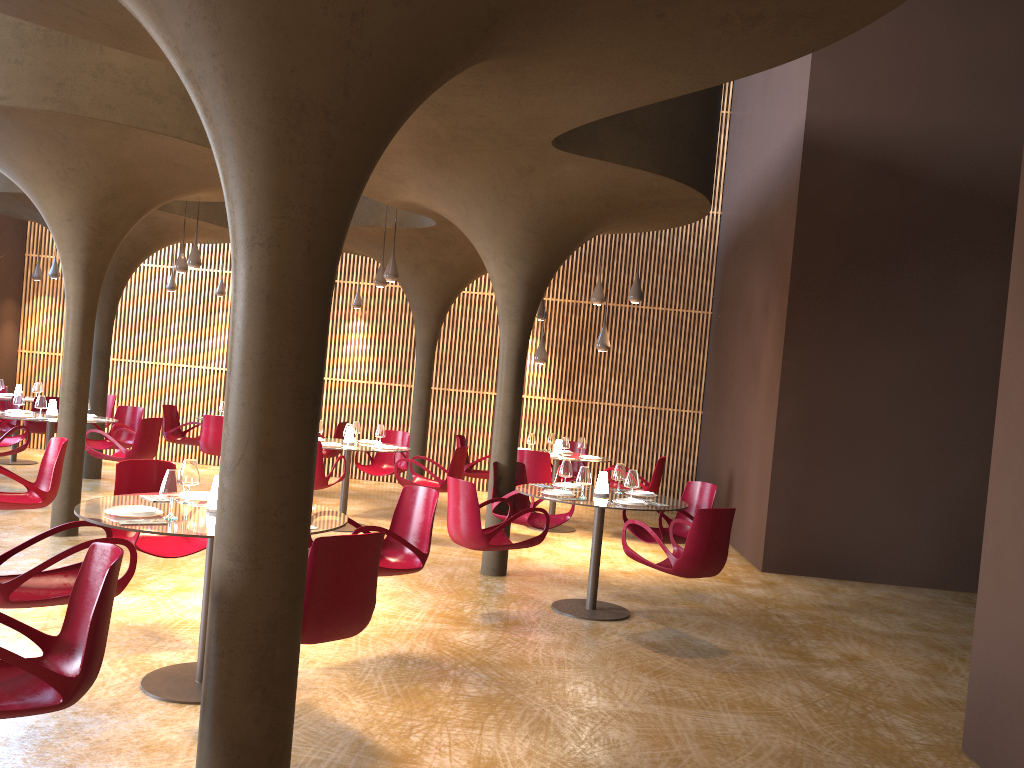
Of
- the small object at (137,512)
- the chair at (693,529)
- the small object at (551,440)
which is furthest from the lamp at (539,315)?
the small object at (137,512)

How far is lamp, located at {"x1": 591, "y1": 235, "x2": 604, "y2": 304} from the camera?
12.1m

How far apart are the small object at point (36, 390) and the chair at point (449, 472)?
7.7 meters

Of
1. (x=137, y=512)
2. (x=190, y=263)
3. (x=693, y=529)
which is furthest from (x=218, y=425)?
(x=693, y=529)

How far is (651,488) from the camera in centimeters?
1277cm

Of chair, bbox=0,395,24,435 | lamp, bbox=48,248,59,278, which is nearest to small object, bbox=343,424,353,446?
chair, bbox=0,395,24,435

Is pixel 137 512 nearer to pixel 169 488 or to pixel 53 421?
pixel 169 488

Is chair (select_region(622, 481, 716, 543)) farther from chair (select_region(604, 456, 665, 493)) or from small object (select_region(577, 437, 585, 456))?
small object (select_region(577, 437, 585, 456))

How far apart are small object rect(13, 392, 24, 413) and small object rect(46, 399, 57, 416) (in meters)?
0.38

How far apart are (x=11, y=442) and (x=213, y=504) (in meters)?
8.48
